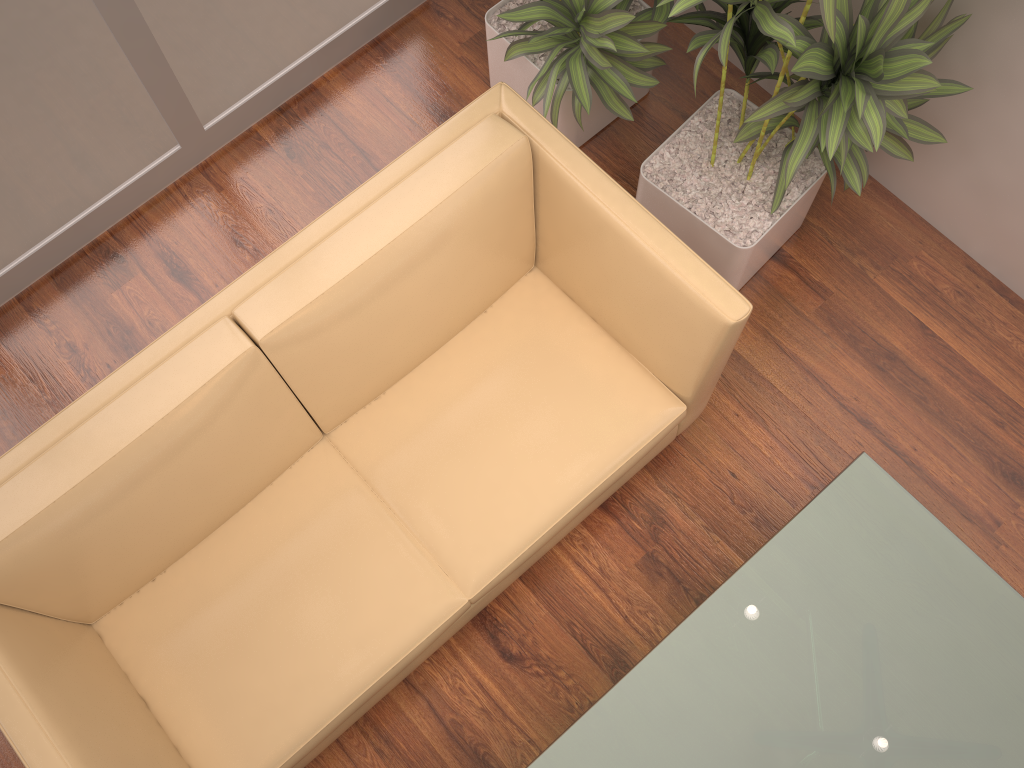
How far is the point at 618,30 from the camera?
2.5 meters

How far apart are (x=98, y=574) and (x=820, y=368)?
2.1m

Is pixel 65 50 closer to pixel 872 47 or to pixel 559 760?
pixel 872 47

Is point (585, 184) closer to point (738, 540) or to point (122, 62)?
point (738, 540)

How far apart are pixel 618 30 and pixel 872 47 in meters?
0.8 m

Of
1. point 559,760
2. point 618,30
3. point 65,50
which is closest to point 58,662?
point 559,760

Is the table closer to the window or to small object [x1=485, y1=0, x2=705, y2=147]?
small object [x1=485, y1=0, x2=705, y2=147]

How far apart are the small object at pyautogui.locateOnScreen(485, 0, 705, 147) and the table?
1.23m

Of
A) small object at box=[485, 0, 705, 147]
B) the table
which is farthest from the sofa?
the table

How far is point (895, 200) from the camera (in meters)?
3.00
